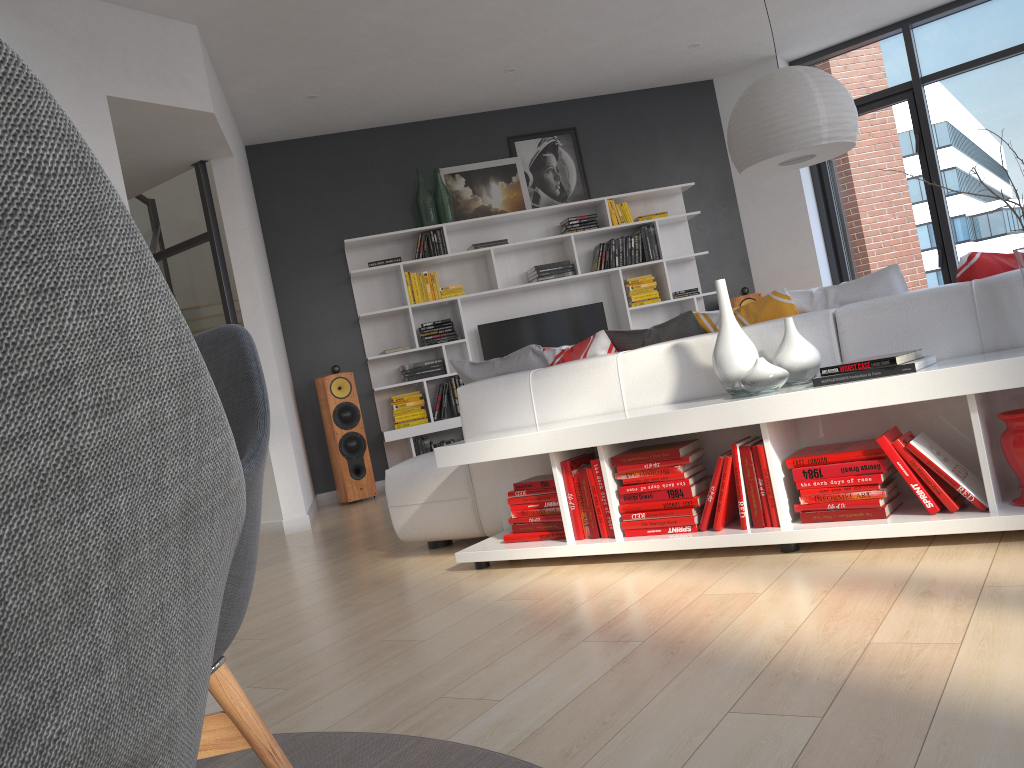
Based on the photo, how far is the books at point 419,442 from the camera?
7.02m

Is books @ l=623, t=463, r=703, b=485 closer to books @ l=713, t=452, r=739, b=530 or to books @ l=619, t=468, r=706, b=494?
books @ l=619, t=468, r=706, b=494

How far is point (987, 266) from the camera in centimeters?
292cm

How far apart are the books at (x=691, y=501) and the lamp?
1.8 meters

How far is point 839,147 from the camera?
4.1m

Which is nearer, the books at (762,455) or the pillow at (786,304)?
the books at (762,455)

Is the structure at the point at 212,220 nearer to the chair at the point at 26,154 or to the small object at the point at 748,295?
the small object at the point at 748,295

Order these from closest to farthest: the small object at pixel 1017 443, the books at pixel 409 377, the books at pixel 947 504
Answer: the small object at pixel 1017 443
the books at pixel 947 504
the books at pixel 409 377

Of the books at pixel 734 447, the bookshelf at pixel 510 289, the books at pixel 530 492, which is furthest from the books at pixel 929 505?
the bookshelf at pixel 510 289

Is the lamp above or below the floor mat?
above
